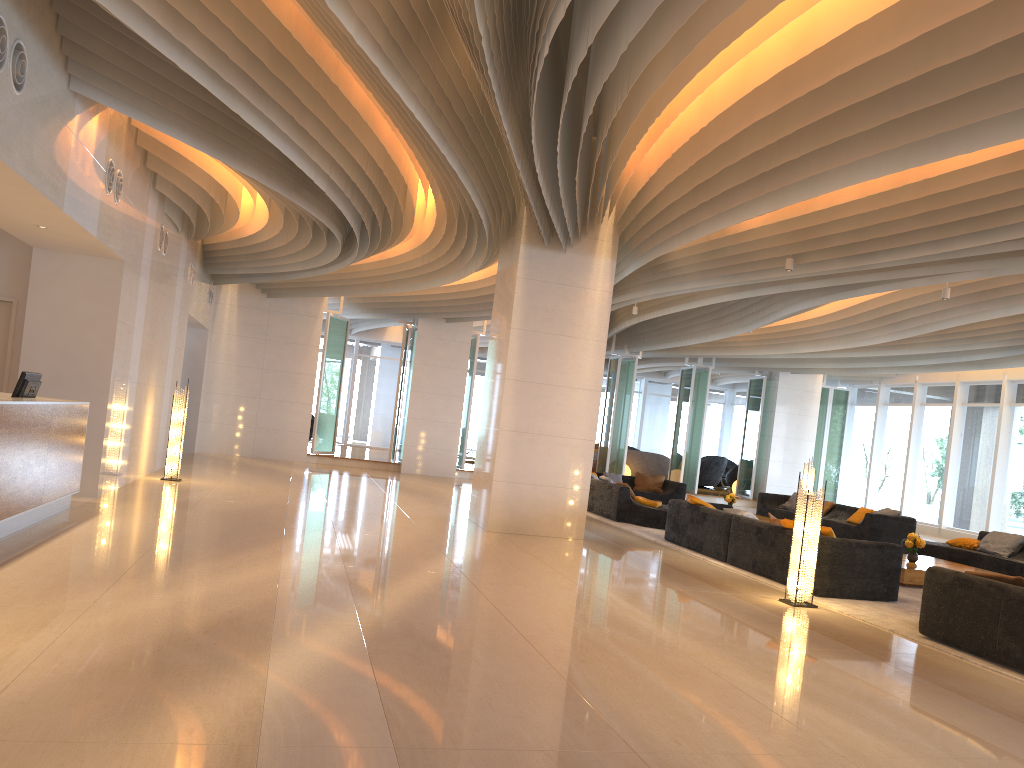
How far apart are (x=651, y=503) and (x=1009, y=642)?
7.99m

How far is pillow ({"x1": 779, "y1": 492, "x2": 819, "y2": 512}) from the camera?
17.7 meters

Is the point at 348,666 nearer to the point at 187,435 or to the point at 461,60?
the point at 461,60

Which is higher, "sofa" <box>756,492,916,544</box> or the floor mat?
"sofa" <box>756,492,916,544</box>

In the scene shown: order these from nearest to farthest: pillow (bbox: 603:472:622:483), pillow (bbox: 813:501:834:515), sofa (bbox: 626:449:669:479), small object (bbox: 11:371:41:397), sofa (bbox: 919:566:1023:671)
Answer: sofa (bbox: 919:566:1023:671)
small object (bbox: 11:371:41:397)
pillow (bbox: 813:501:834:515)
pillow (bbox: 603:472:622:483)
sofa (bbox: 626:449:669:479)

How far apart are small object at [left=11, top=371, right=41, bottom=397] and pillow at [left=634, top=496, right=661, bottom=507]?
8.7m

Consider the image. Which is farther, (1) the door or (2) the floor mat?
(1) the door

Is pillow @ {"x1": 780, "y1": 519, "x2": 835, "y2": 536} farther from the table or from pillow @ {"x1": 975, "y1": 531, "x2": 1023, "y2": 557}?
pillow @ {"x1": 975, "y1": 531, "x2": 1023, "y2": 557}

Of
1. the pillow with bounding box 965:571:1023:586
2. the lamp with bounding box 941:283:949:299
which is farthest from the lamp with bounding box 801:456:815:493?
the pillow with bounding box 965:571:1023:586

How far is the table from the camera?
10.03m
